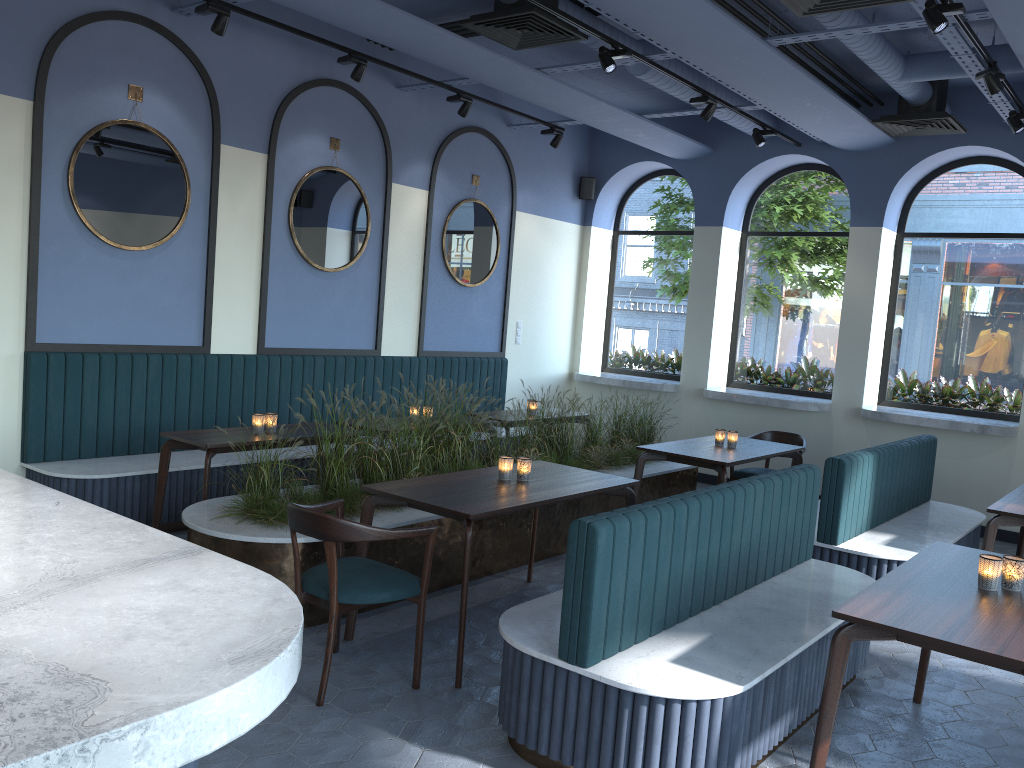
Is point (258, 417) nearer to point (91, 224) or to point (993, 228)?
point (91, 224)

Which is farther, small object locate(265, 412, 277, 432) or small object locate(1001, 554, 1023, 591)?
small object locate(265, 412, 277, 432)

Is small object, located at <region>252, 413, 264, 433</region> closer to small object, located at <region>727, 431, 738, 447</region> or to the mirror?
the mirror

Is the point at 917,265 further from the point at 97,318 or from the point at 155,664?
the point at 155,664

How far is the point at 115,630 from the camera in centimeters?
135cm

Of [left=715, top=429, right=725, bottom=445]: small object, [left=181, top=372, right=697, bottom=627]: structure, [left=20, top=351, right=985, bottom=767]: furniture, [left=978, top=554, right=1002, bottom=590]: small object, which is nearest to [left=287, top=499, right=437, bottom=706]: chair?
[left=181, top=372, right=697, bottom=627]: structure

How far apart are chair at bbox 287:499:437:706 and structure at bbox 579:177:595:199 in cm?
668

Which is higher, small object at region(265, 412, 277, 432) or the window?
the window

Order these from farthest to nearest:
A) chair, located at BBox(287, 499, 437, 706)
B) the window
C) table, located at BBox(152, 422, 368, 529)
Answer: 1. the window
2. table, located at BBox(152, 422, 368, 529)
3. chair, located at BBox(287, 499, 437, 706)

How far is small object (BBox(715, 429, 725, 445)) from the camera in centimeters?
663cm
